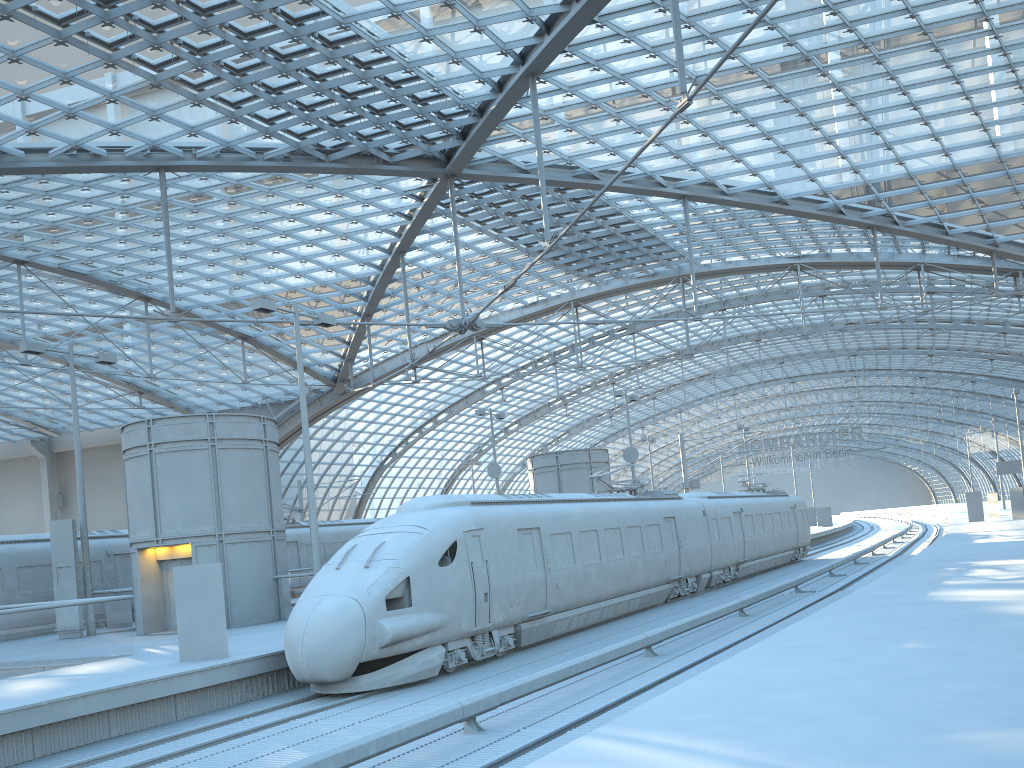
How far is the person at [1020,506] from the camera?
47.8m

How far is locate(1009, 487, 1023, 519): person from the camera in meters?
47.8

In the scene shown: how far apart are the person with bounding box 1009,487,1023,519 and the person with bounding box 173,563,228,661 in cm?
4622

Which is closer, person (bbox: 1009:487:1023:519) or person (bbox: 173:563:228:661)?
person (bbox: 173:563:228:661)

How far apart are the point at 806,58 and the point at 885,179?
11.8m

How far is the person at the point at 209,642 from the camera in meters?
15.0 m

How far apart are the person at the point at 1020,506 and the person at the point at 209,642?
46.2m

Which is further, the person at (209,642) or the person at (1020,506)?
the person at (1020,506)
